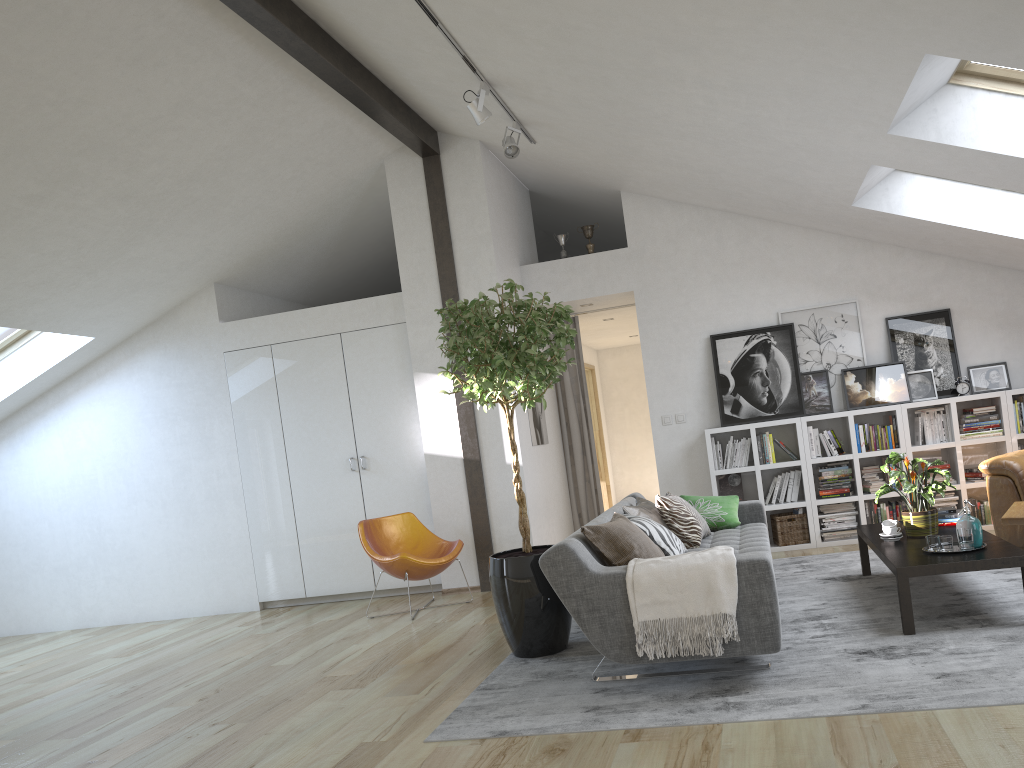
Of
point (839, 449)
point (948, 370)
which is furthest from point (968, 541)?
point (948, 370)

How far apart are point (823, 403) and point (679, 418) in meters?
1.2 m

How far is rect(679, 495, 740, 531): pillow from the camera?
5.77m

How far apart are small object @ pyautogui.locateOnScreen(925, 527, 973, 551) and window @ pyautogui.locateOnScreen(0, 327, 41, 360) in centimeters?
725cm

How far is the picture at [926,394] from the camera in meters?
7.0 m

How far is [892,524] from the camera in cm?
497

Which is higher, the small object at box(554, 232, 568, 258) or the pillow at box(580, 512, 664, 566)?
the small object at box(554, 232, 568, 258)

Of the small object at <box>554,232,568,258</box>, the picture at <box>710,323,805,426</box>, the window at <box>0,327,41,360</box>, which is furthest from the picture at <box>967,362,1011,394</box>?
the window at <box>0,327,41,360</box>

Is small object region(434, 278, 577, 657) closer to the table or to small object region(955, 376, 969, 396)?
the table

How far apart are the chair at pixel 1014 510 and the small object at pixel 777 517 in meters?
1.6 m
